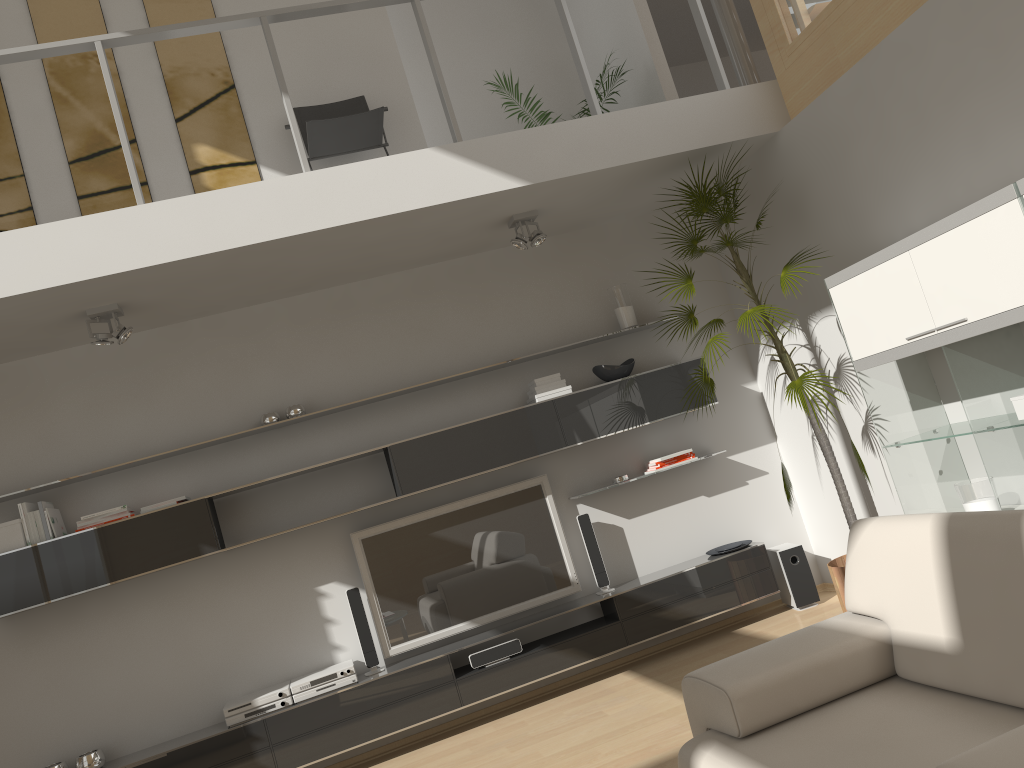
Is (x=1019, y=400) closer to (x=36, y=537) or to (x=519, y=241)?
(x=519, y=241)

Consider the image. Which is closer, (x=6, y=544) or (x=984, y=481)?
(x=984, y=481)

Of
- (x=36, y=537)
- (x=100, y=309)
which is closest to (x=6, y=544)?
(x=36, y=537)

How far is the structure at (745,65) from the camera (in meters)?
5.24

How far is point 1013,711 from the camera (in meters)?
2.04

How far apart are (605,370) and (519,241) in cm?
98

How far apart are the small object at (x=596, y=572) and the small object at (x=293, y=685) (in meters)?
1.52

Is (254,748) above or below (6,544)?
below

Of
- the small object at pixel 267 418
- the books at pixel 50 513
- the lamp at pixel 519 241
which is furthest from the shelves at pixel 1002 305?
the books at pixel 50 513

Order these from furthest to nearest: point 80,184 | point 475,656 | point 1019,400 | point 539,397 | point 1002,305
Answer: point 539,397
point 80,184
point 475,656
point 1019,400
point 1002,305
